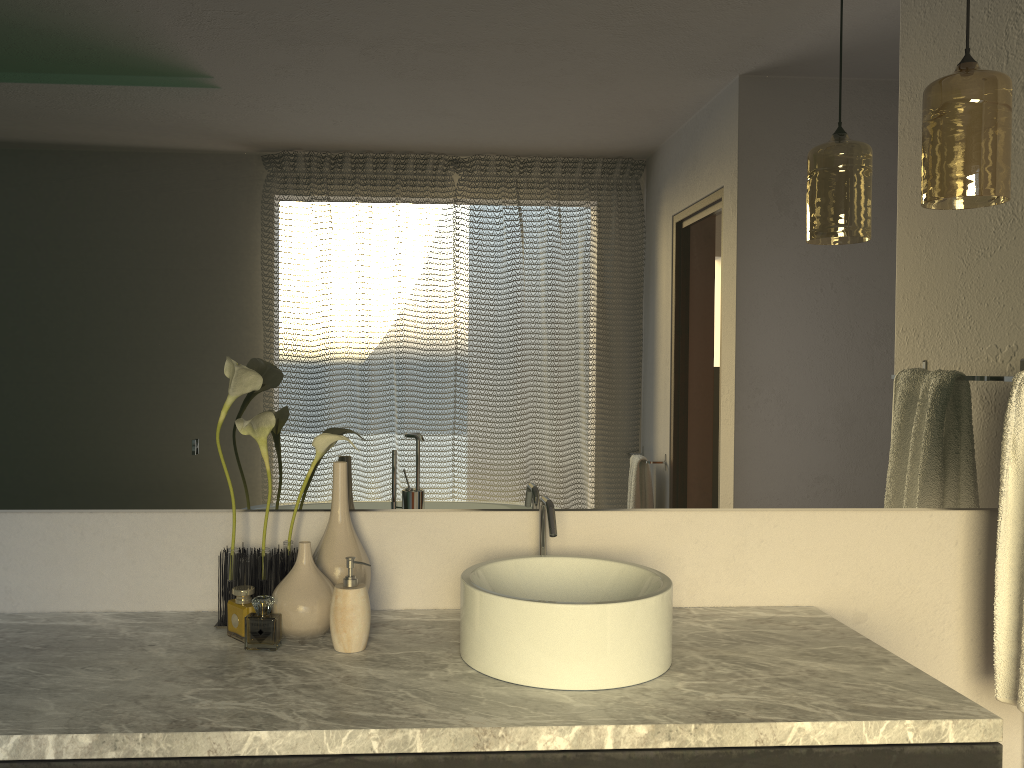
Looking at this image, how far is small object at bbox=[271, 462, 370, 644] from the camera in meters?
1.5

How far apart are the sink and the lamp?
0.8m

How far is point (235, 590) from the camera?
1.54m

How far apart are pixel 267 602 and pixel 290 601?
3.3 meters

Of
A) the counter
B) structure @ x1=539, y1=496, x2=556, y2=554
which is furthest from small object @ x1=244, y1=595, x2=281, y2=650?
structure @ x1=539, y1=496, x2=556, y2=554

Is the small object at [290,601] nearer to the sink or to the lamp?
the sink

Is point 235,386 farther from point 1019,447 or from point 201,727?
point 1019,447

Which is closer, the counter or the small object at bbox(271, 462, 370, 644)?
the counter

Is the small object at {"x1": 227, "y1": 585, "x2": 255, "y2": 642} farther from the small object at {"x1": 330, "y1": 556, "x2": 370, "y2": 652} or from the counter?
the small object at {"x1": 330, "y1": 556, "x2": 370, "y2": 652}

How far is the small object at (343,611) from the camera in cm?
148
